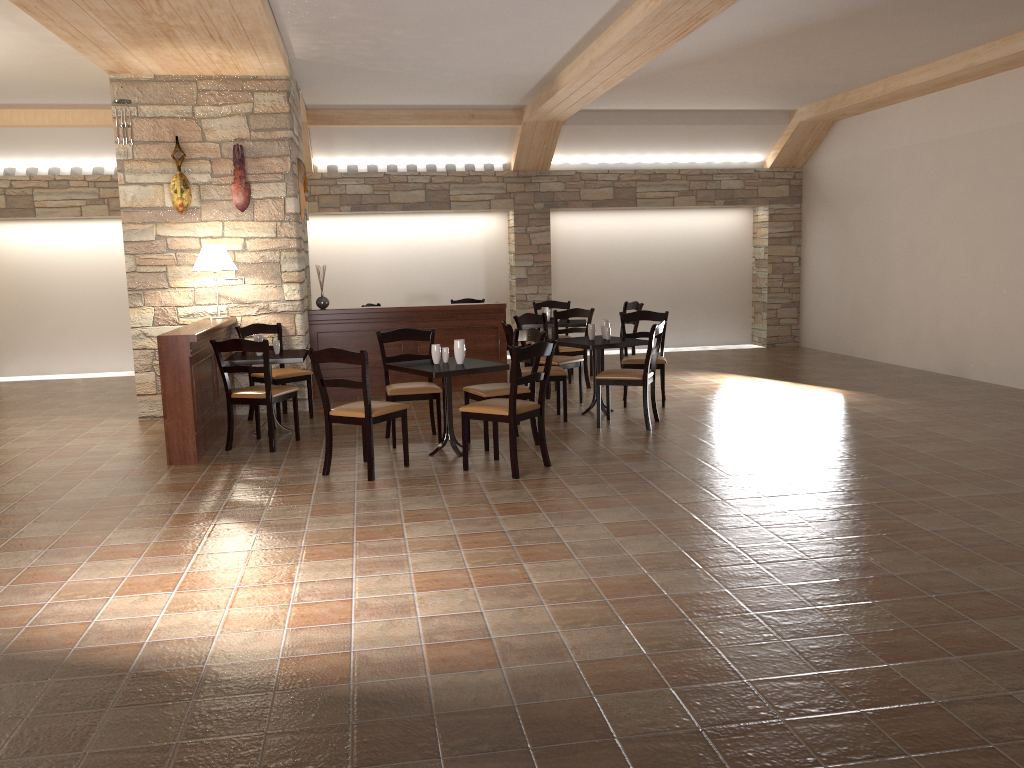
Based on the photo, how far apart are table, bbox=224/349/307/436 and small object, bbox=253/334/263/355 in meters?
0.1 m

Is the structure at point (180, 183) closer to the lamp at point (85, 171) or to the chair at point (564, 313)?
the chair at point (564, 313)

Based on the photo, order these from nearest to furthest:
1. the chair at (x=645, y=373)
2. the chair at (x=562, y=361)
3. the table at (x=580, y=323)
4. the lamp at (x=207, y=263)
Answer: the chair at (x=645, y=373)
the lamp at (x=207, y=263)
the chair at (x=562, y=361)
the table at (x=580, y=323)

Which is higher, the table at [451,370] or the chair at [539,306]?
the chair at [539,306]

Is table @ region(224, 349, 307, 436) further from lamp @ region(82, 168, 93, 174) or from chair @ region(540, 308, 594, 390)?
lamp @ region(82, 168, 93, 174)

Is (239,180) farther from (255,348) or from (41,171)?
(41,171)

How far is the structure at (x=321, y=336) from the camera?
9.0 meters

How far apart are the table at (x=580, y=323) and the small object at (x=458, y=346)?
3.68m

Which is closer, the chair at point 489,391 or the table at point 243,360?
the chair at point 489,391

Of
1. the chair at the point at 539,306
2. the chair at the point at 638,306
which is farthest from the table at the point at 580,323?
the chair at the point at 539,306
